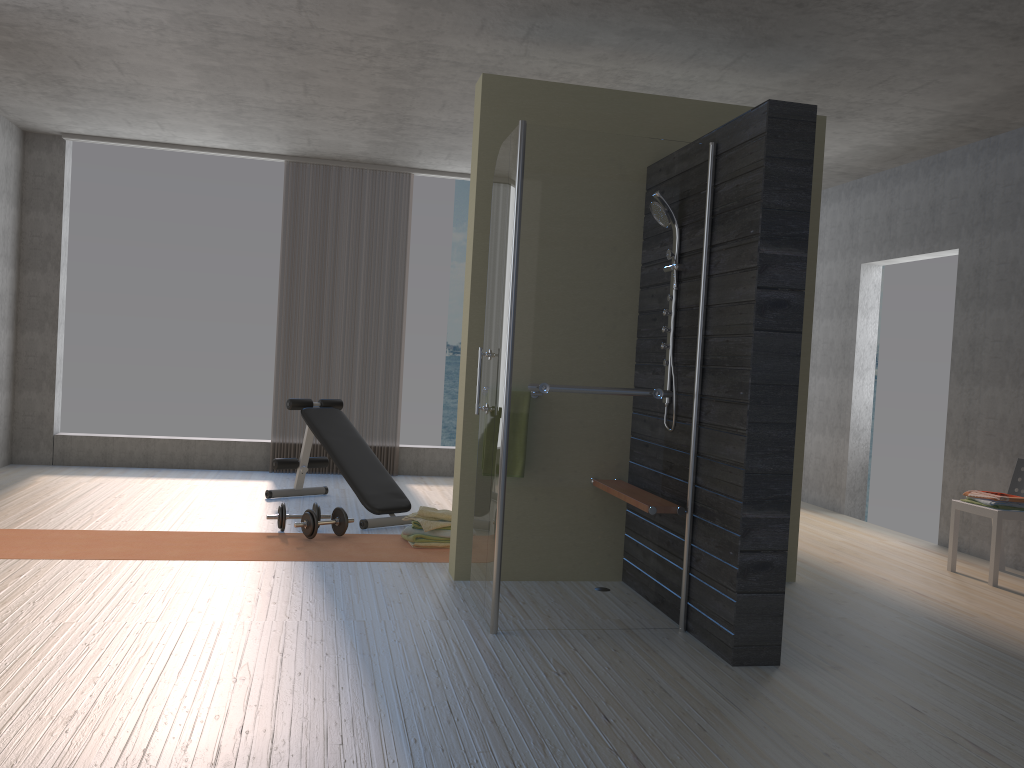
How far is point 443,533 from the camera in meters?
5.1

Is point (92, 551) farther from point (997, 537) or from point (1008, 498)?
point (1008, 498)

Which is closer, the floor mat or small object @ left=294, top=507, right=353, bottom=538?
the floor mat

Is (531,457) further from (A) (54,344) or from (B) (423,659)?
(A) (54,344)

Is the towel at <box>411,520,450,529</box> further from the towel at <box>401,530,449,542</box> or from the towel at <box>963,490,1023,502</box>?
the towel at <box>963,490,1023,502</box>

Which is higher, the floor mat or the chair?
the chair

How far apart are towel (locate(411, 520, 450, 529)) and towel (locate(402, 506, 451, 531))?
0.03m

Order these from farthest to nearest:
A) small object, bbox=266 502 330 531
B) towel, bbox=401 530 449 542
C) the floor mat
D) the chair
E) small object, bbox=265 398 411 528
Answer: small object, bbox=265 398 411 528 < small object, bbox=266 502 330 531 < towel, bbox=401 530 449 542 < the chair < the floor mat

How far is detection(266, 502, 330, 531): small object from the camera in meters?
5.3

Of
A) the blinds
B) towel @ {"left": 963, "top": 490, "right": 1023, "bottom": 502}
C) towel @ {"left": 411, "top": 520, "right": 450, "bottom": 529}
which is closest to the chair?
towel @ {"left": 963, "top": 490, "right": 1023, "bottom": 502}
